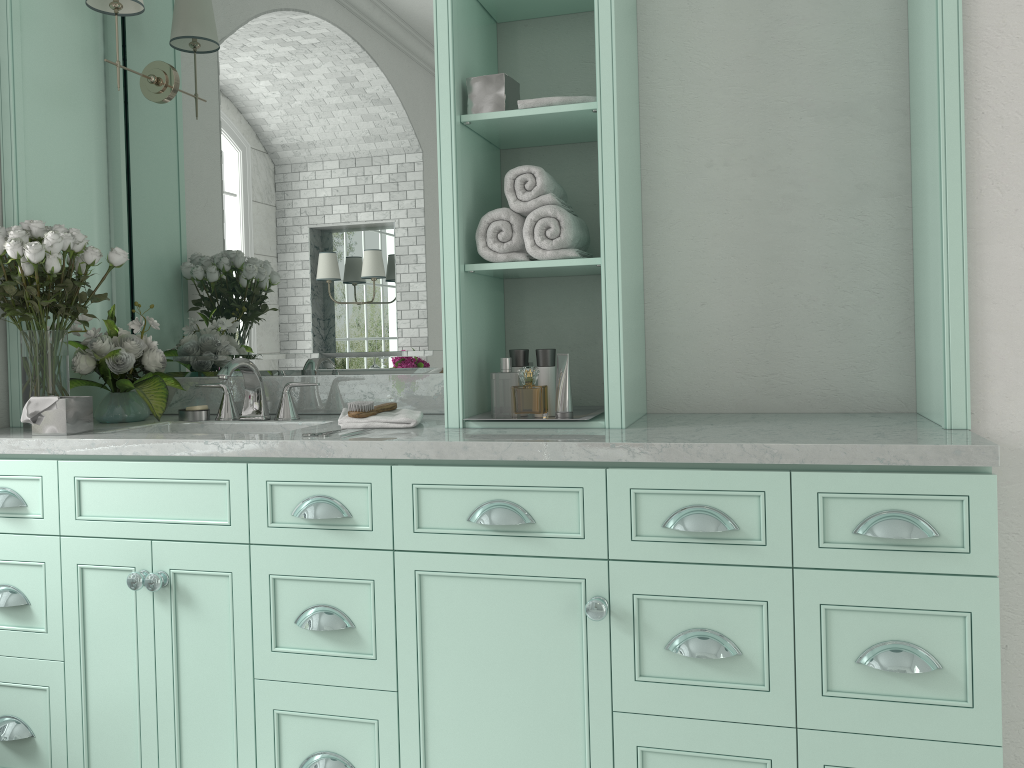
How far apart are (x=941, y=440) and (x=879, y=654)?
0.5 meters

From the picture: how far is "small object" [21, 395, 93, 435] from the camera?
2.5m

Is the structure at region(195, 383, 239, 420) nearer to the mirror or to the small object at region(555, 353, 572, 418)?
the mirror

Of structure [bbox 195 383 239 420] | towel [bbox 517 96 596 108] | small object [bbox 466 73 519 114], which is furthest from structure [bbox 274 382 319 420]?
towel [bbox 517 96 596 108]

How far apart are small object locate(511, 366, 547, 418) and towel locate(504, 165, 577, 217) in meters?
1.9

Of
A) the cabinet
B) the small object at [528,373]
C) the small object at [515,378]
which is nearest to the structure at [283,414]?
the cabinet

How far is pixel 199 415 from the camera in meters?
2.9

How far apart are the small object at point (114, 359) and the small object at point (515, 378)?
1.2 meters

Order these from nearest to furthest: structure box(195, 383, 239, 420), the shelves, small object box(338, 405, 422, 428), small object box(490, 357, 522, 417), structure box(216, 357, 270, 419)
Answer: the shelves, small object box(338, 405, 422, 428), structure box(216, 357, 270, 419), structure box(195, 383, 239, 420), small object box(490, 357, 522, 417)

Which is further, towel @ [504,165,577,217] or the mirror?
the mirror
